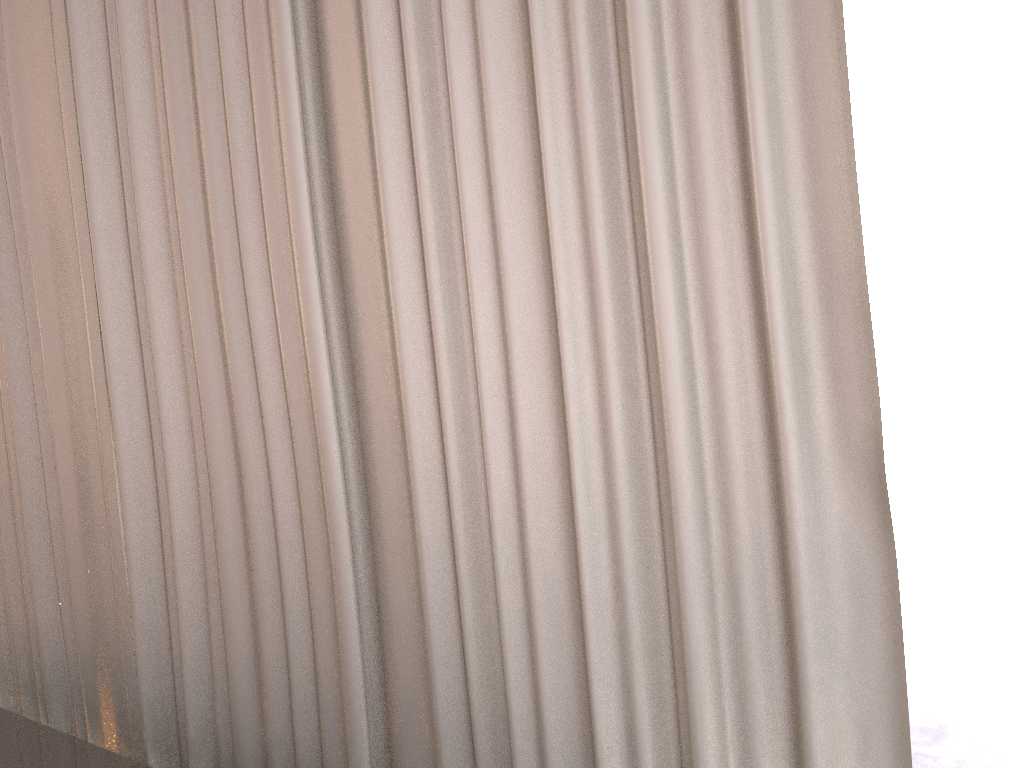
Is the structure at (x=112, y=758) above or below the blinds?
below

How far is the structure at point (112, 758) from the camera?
1.2 meters

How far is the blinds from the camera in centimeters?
80cm

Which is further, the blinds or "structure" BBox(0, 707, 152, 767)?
"structure" BBox(0, 707, 152, 767)

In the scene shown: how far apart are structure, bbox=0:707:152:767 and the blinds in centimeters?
14cm

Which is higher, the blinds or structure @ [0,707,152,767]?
the blinds

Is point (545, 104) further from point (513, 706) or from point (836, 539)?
point (513, 706)

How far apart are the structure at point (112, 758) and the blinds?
0.14m

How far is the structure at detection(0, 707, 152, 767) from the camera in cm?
124
